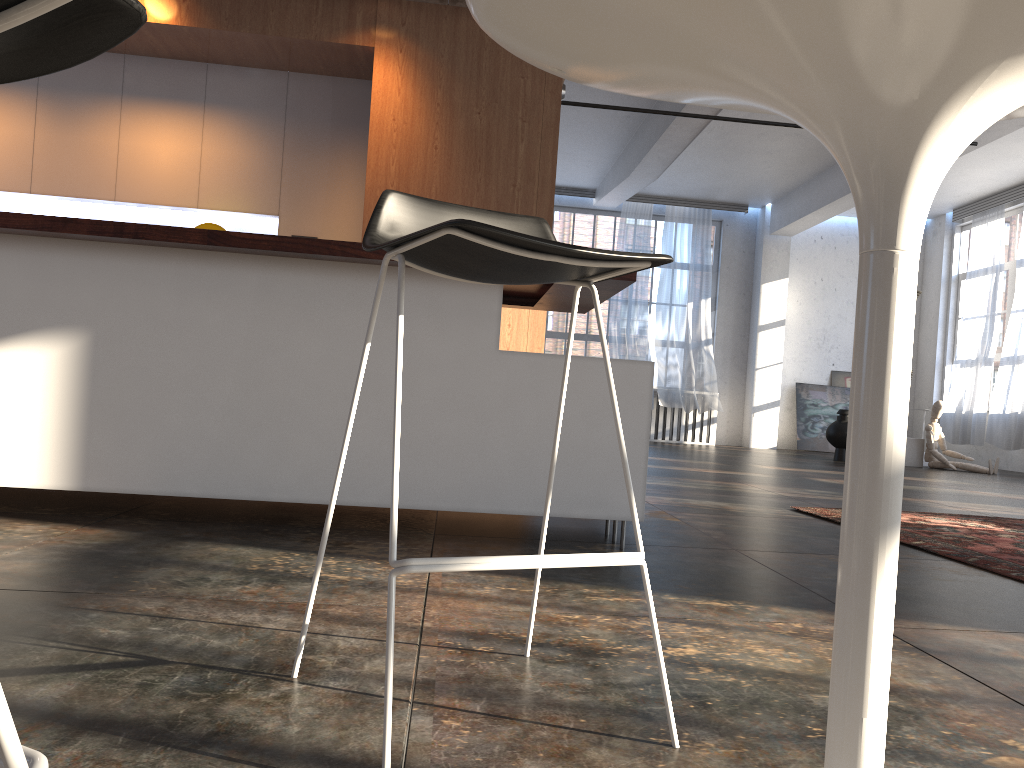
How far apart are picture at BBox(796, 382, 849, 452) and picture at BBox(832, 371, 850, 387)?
0.1 meters

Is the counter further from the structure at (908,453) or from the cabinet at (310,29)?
the structure at (908,453)

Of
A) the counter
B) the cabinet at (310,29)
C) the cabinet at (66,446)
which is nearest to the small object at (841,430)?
the cabinet at (310,29)

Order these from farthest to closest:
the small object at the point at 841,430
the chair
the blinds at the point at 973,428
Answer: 1. the blinds at the point at 973,428
2. the small object at the point at 841,430
3. the chair

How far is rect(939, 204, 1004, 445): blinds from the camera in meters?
12.5

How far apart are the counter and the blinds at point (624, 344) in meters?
10.2

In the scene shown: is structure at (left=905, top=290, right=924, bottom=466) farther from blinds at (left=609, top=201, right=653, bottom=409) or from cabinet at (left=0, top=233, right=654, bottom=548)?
cabinet at (left=0, top=233, right=654, bottom=548)

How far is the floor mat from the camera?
3.3m

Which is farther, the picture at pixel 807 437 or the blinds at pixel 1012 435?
the picture at pixel 807 437

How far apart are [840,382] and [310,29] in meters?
12.0
